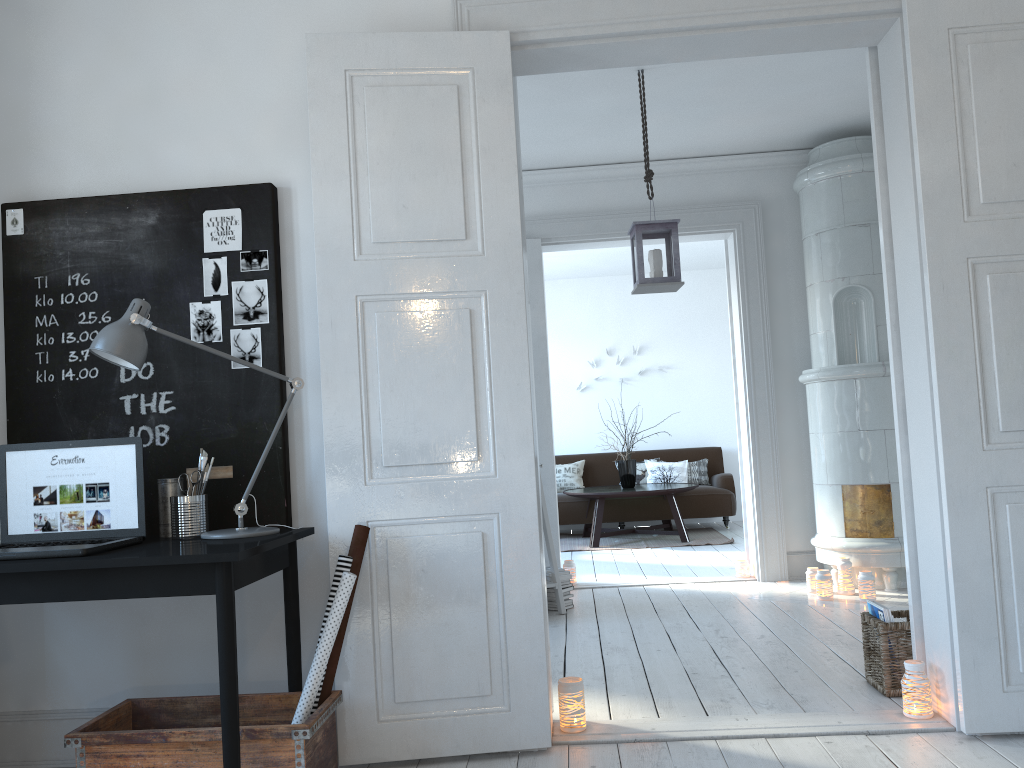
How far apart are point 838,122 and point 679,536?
4.42m

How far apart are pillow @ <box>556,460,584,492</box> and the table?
0.57m

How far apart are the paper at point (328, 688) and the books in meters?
1.9 m

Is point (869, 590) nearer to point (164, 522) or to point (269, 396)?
point (269, 396)

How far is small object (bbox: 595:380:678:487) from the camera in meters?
8.5

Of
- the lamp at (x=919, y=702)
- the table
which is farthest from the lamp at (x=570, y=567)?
the lamp at (x=919, y=702)

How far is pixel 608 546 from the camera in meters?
8.1 m

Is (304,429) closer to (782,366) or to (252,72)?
(252,72)

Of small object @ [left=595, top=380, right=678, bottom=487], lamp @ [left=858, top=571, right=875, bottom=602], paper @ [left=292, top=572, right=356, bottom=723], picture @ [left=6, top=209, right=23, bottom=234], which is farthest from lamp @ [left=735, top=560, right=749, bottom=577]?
picture @ [left=6, top=209, right=23, bottom=234]

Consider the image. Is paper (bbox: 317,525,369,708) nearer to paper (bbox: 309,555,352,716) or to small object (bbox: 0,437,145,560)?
paper (bbox: 309,555,352,716)
